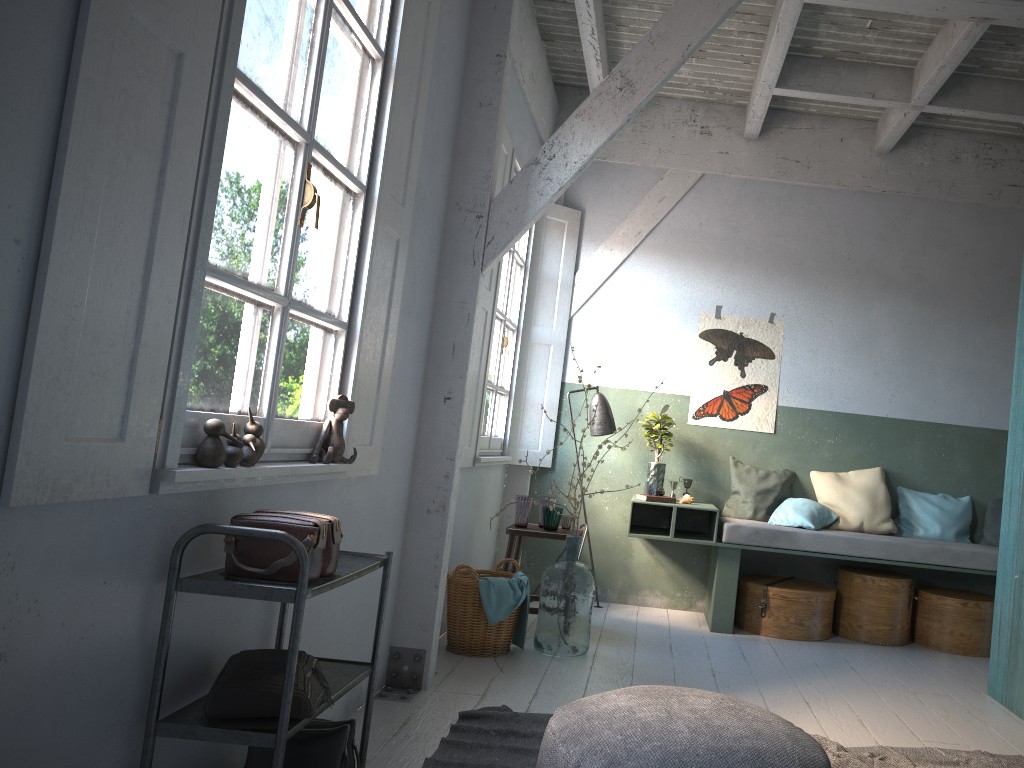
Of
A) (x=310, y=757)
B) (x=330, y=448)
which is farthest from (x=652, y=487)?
(x=310, y=757)

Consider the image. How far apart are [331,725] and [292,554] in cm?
78

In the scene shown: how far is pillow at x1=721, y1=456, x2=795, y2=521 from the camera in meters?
7.0 m

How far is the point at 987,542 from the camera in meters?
6.8 m

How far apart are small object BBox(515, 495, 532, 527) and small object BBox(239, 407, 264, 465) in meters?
3.6

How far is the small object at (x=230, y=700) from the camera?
2.36m

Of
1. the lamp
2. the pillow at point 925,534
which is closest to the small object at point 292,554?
the lamp

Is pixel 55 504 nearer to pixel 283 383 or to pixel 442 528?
pixel 283 383

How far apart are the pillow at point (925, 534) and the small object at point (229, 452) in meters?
5.9

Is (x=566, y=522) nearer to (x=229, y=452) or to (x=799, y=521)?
(x=799, y=521)
